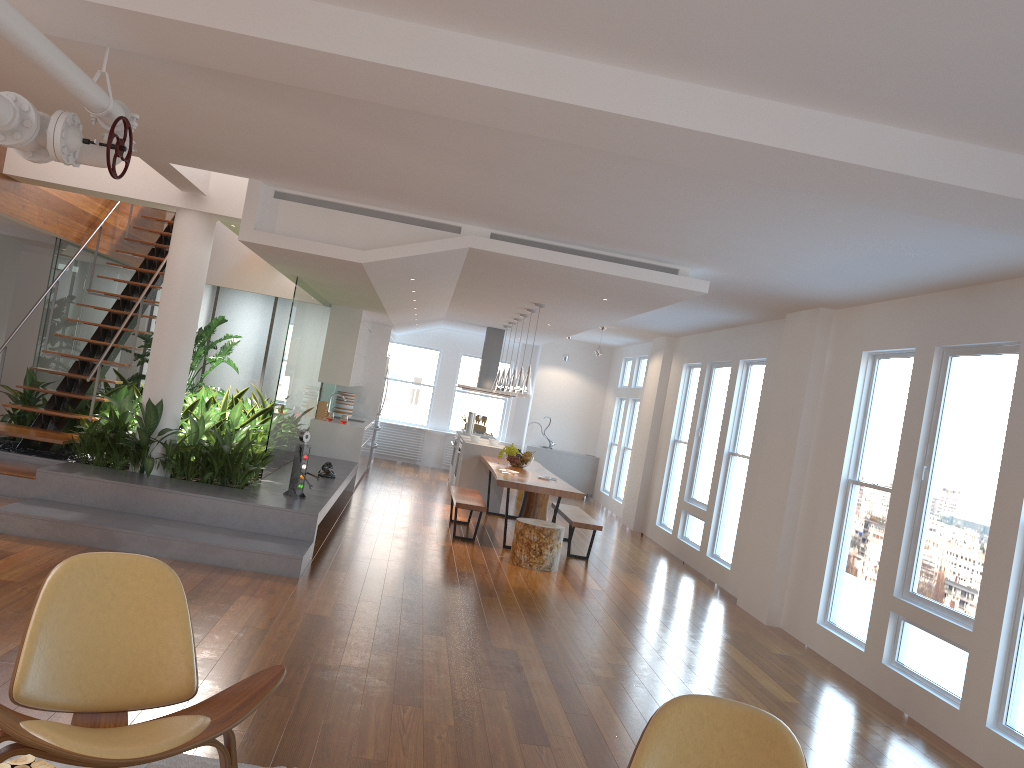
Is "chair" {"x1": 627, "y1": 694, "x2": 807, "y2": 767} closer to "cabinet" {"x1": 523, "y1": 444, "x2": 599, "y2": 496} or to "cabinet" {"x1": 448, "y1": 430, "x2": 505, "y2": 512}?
"cabinet" {"x1": 448, "y1": 430, "x2": 505, "y2": 512}

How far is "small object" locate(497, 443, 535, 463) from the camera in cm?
1045

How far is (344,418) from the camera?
11.3 meters

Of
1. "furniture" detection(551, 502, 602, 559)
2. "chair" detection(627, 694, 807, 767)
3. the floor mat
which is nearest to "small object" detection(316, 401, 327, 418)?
"furniture" detection(551, 502, 602, 559)

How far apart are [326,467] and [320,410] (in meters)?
2.56

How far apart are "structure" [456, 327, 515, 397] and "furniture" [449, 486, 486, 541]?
3.64m

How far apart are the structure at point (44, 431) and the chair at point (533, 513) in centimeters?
508cm

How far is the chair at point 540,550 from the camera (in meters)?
8.04

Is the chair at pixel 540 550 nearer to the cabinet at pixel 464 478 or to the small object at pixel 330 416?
the cabinet at pixel 464 478

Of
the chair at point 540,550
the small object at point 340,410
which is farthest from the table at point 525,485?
the small object at point 340,410
